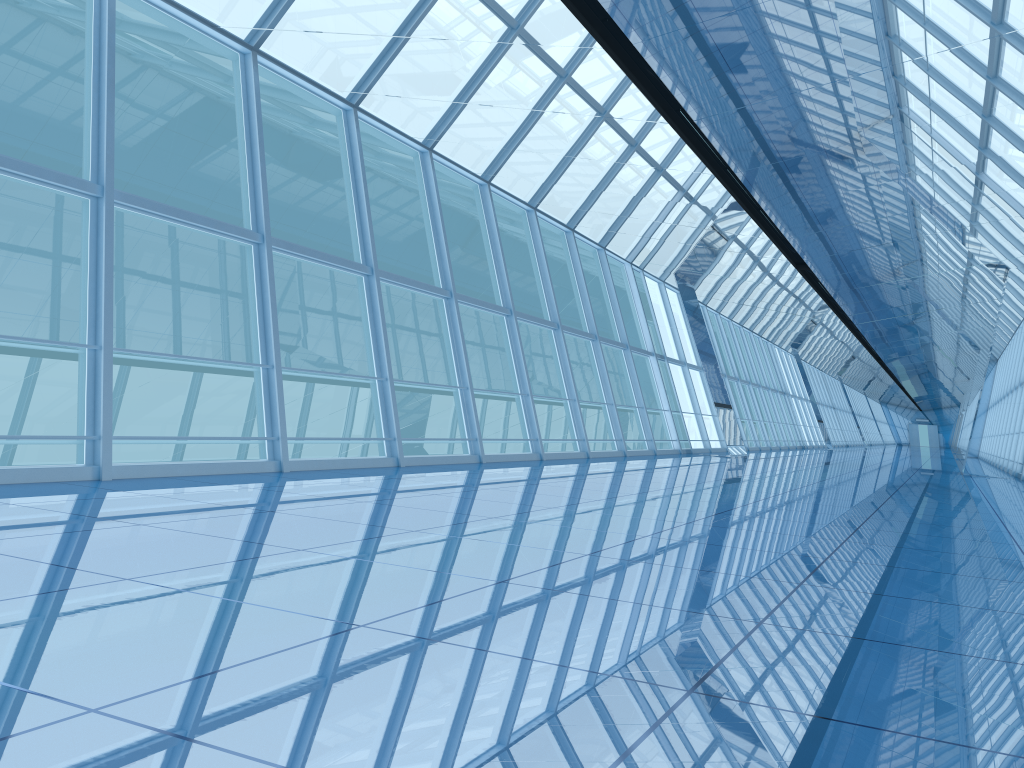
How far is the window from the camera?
7.8m

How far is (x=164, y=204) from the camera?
7.8m

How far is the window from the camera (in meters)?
7.80
